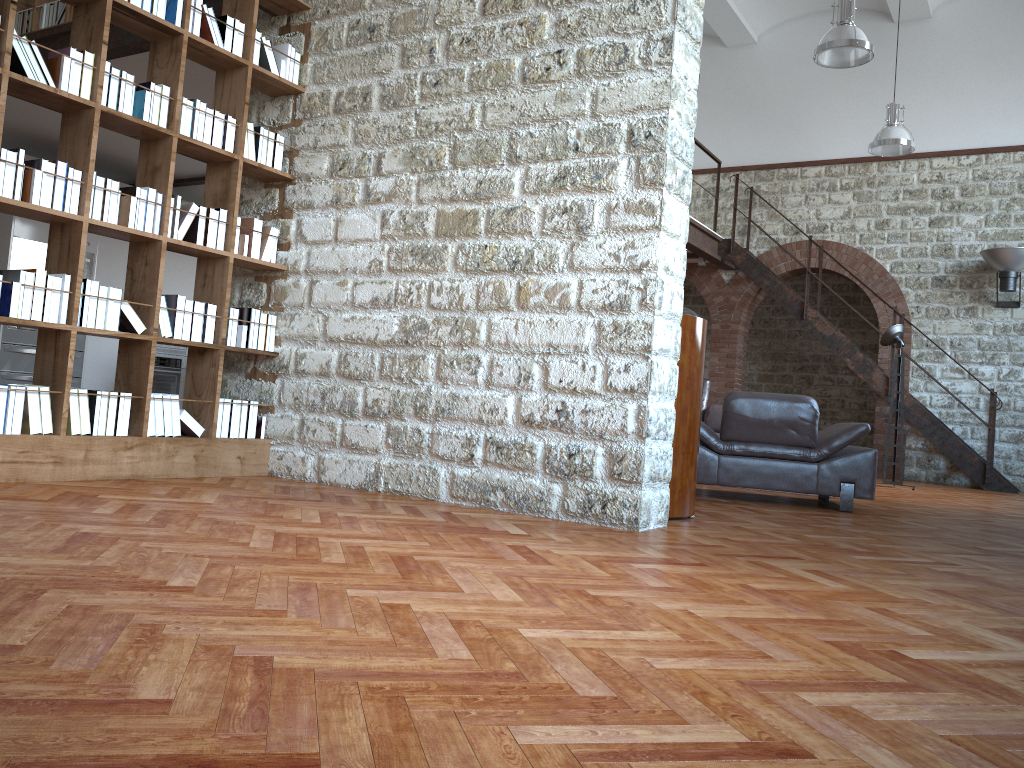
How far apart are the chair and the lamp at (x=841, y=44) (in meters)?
3.83

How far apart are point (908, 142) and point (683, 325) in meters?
7.7 m

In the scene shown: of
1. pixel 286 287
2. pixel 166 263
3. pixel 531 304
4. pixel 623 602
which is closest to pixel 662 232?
pixel 531 304

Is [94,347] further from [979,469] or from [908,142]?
[979,469]

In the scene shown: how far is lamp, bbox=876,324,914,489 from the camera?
9.49m

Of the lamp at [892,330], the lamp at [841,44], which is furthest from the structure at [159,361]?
the lamp at [892,330]

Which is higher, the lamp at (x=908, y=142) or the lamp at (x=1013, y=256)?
the lamp at (x=908, y=142)

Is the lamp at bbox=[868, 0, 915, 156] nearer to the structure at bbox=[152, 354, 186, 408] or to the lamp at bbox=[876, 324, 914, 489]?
the lamp at bbox=[876, 324, 914, 489]

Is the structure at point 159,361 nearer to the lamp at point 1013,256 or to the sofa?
the sofa

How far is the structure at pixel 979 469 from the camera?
10.6 meters
